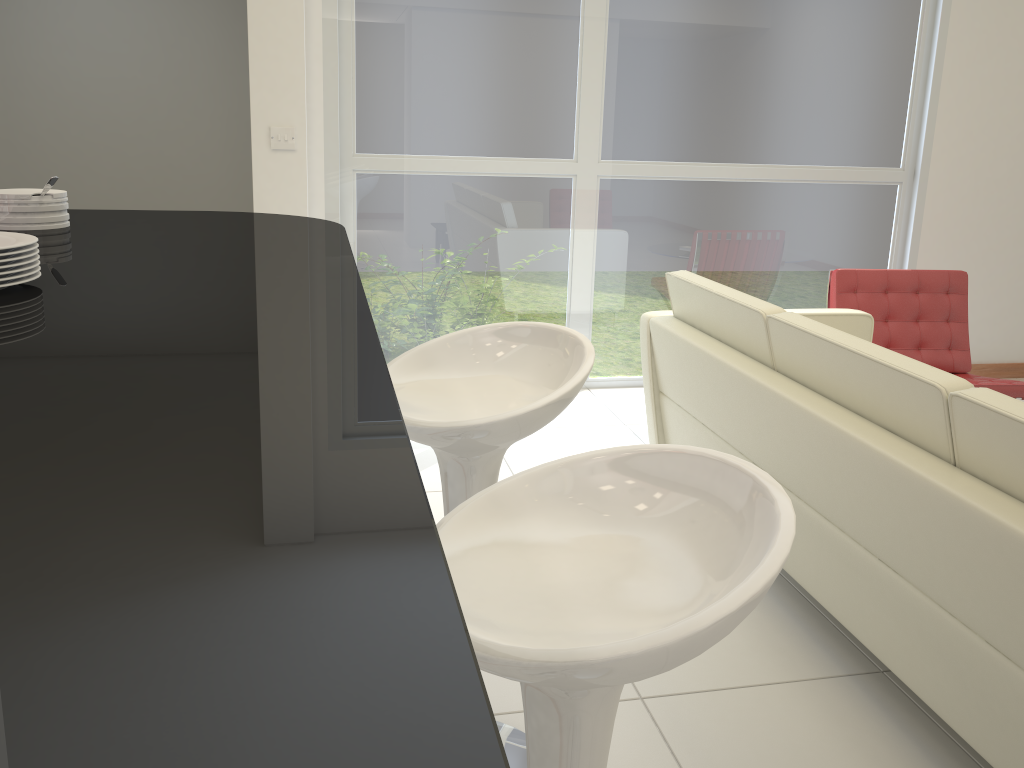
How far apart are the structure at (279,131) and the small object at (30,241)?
3.26m

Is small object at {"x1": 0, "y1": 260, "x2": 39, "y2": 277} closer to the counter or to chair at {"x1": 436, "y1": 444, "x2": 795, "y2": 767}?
the counter

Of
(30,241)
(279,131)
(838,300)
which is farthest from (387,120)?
(30,241)

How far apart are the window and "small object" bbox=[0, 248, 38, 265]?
3.5m

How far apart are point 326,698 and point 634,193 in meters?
4.7 m

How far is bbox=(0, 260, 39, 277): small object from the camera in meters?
1.0 m

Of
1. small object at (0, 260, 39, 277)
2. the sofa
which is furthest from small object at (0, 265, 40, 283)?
the sofa

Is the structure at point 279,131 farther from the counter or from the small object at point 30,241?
the small object at point 30,241

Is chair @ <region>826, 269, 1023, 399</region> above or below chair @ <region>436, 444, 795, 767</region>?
below

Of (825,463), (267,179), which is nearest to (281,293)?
(825,463)
